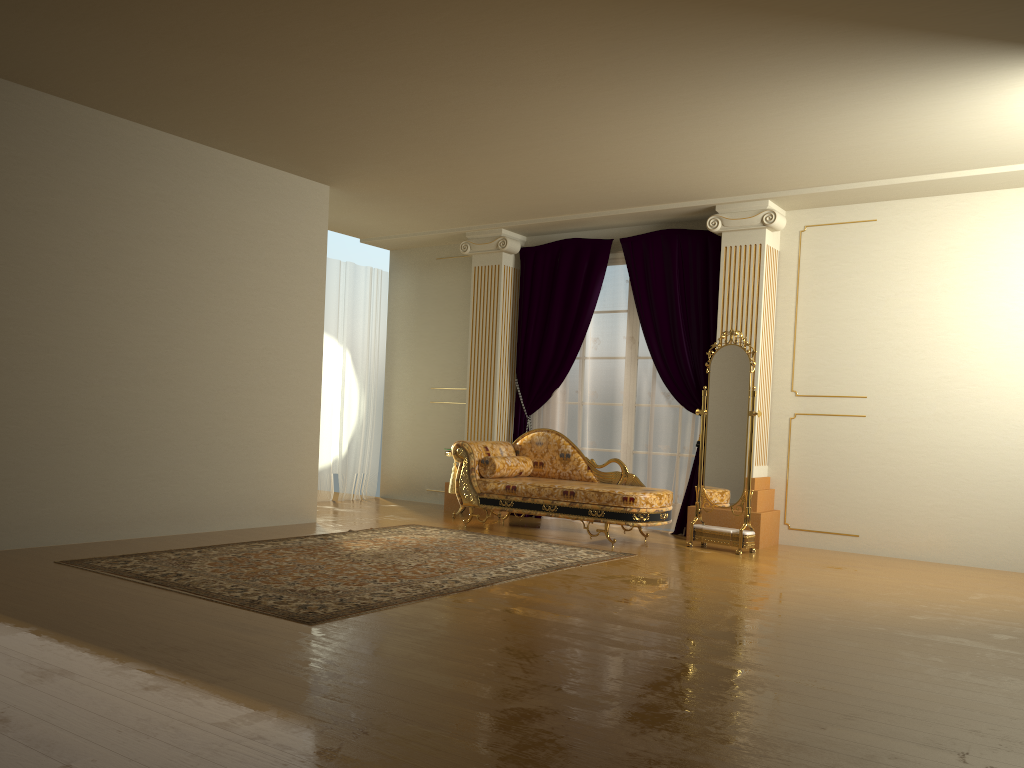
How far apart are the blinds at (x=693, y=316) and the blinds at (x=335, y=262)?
1.84m

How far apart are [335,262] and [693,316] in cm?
382

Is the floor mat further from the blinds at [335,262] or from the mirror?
the blinds at [335,262]

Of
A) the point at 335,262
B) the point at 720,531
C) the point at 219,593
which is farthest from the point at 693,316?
the point at 219,593

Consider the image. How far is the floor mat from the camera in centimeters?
428cm

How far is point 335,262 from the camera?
9.2 meters

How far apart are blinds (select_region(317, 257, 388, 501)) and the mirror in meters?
4.0 m

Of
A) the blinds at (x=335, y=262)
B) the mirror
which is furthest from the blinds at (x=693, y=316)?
the blinds at (x=335, y=262)

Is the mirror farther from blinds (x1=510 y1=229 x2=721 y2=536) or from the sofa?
blinds (x1=510 y1=229 x2=721 y2=536)

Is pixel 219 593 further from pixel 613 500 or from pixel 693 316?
pixel 693 316
